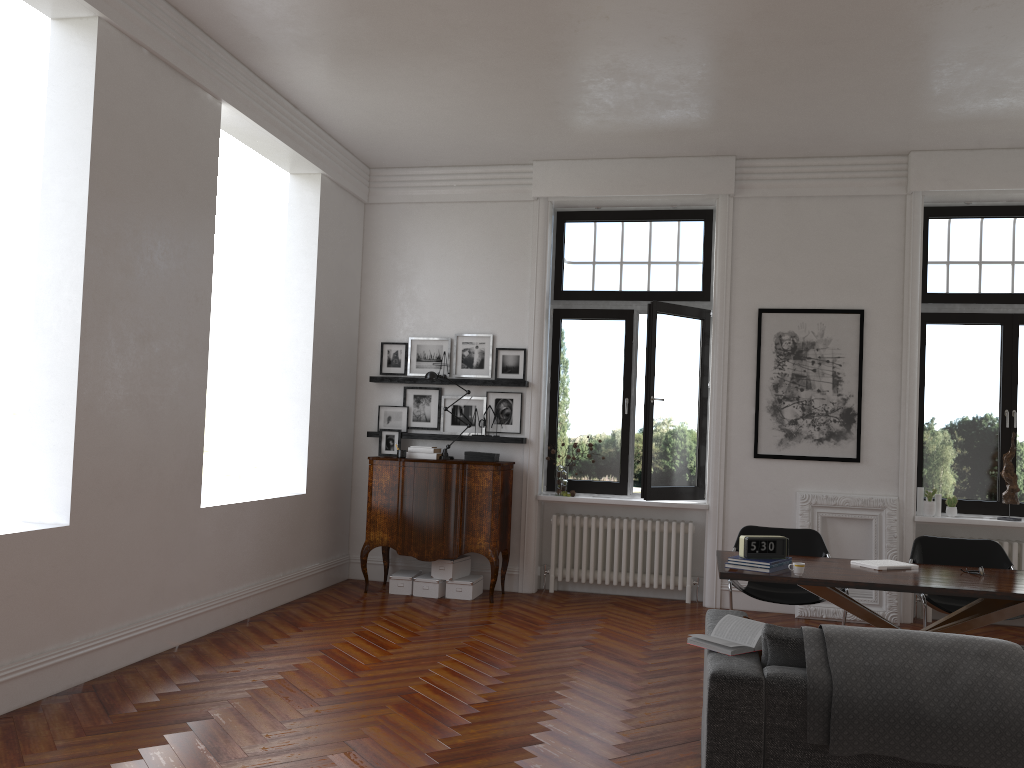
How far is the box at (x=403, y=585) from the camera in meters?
7.8

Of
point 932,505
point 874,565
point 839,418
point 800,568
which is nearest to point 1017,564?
point 932,505

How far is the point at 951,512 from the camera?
7.6 meters

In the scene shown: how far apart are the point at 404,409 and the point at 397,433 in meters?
0.3 m

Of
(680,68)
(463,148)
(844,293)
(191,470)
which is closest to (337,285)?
(463,148)

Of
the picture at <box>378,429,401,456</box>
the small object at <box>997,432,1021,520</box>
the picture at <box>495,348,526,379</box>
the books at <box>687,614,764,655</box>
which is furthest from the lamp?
the small object at <box>997,432,1021,520</box>

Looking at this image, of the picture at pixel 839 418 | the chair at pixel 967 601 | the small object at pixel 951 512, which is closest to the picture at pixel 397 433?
the picture at pixel 839 418

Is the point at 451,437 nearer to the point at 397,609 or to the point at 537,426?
the point at 537,426

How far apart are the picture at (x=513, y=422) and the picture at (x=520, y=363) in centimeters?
18cm

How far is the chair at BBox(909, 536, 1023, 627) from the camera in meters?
5.9 m
